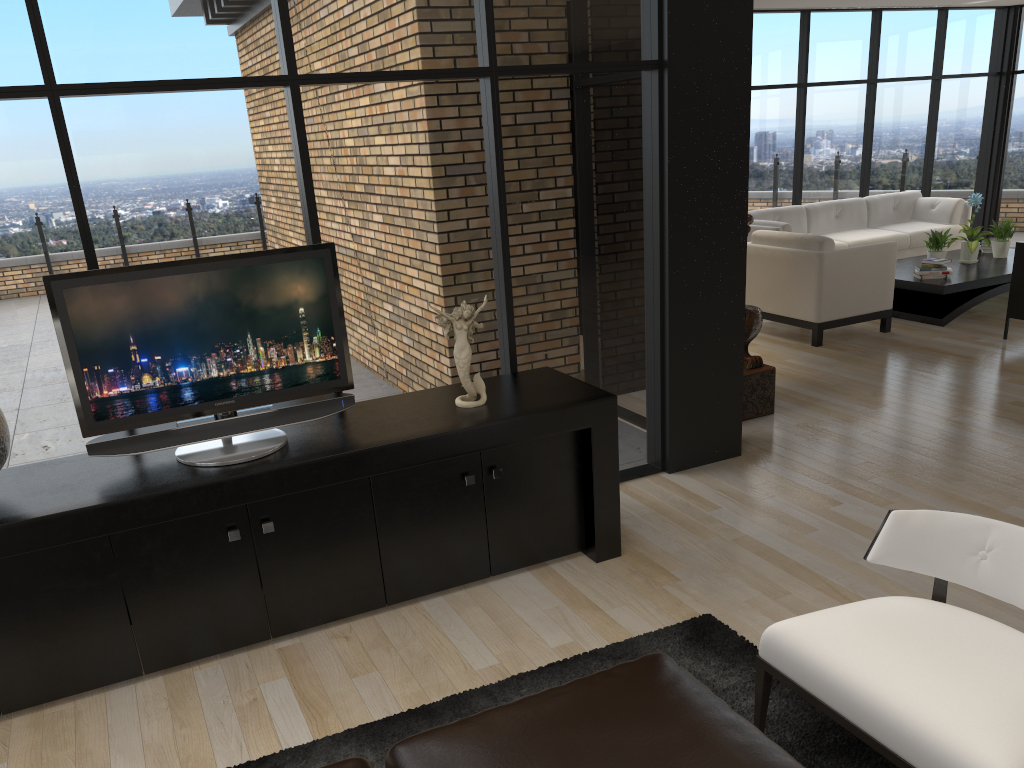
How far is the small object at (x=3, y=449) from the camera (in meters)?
2.93

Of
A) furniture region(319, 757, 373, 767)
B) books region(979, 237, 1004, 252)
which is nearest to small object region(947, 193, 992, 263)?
books region(979, 237, 1004, 252)

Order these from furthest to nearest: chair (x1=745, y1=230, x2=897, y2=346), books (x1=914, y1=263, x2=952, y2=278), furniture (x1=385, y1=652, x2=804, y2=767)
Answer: books (x1=914, y1=263, x2=952, y2=278)
chair (x1=745, y1=230, x2=897, y2=346)
furniture (x1=385, y1=652, x2=804, y2=767)

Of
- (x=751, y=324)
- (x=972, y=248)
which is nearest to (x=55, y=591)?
(x=751, y=324)

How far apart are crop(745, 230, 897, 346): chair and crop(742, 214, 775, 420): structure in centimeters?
182cm

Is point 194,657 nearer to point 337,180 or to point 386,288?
point 386,288

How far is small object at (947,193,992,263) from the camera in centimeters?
817cm

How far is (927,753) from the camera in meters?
2.0 m

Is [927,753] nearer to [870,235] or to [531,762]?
[531,762]

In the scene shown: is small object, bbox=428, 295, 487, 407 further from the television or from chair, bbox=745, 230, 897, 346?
chair, bbox=745, 230, 897, 346
